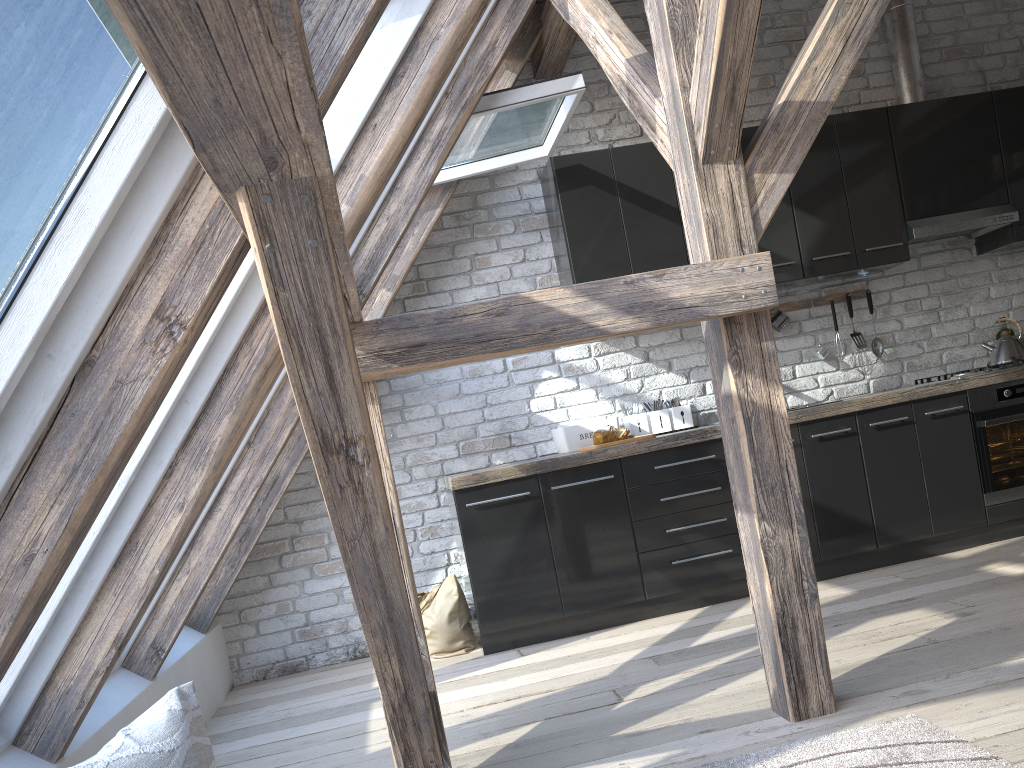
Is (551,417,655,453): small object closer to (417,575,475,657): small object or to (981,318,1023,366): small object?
(417,575,475,657): small object

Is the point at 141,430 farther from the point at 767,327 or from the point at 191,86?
the point at 767,327

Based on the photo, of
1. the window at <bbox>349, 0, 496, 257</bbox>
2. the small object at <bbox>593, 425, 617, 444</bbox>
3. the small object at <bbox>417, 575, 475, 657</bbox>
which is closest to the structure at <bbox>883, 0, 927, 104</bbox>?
the small object at <bbox>593, 425, 617, 444</bbox>

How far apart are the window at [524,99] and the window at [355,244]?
0.7 meters

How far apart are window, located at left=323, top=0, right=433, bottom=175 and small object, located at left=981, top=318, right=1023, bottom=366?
3.65m

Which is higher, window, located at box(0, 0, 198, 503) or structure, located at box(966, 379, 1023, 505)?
window, located at box(0, 0, 198, 503)

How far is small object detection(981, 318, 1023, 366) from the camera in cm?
459

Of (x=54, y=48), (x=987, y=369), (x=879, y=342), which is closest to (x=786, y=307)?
(x=879, y=342)

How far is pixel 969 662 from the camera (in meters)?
2.69

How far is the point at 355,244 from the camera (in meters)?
3.33
